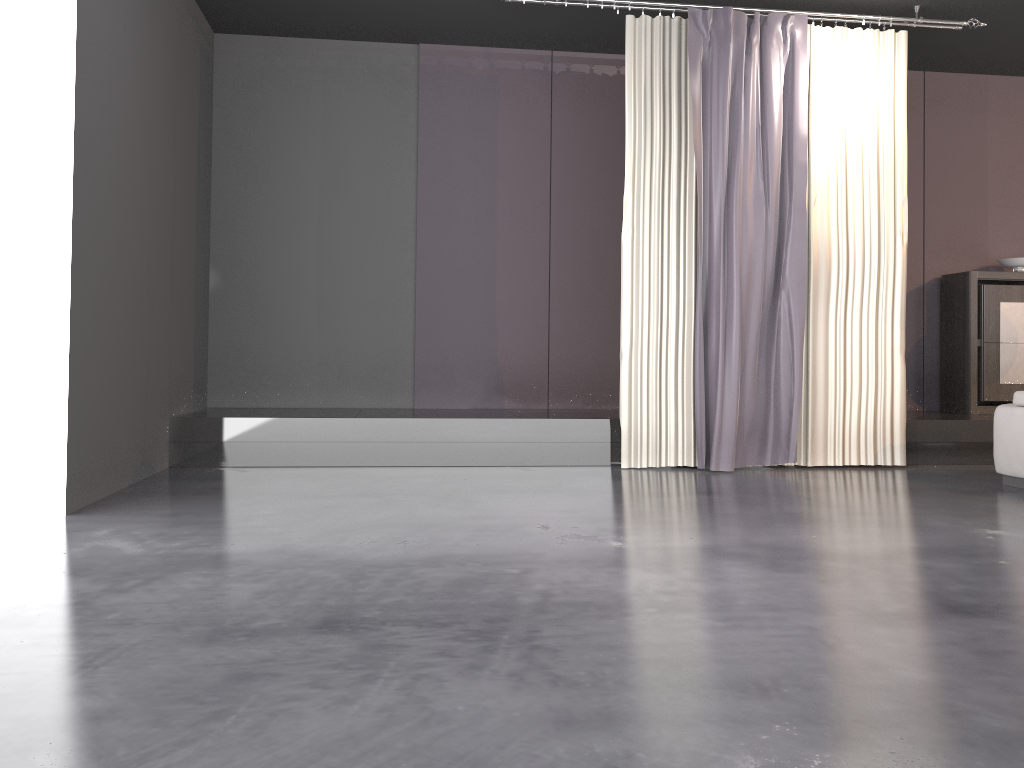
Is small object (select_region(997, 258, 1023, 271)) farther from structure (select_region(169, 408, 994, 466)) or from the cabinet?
structure (select_region(169, 408, 994, 466))

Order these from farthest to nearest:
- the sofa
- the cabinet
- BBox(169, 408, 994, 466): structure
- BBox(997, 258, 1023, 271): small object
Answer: BBox(997, 258, 1023, 271): small object < the cabinet < BBox(169, 408, 994, 466): structure < the sofa

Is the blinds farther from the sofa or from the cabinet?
the cabinet

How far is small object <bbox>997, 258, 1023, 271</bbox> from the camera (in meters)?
6.76

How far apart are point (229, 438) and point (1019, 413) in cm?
453

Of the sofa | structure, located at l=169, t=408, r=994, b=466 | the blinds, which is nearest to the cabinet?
structure, located at l=169, t=408, r=994, b=466

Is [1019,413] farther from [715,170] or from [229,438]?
[229,438]

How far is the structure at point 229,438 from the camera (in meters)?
5.38

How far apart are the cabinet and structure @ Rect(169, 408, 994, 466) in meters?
0.2 m

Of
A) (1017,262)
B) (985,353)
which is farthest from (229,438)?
(1017,262)
